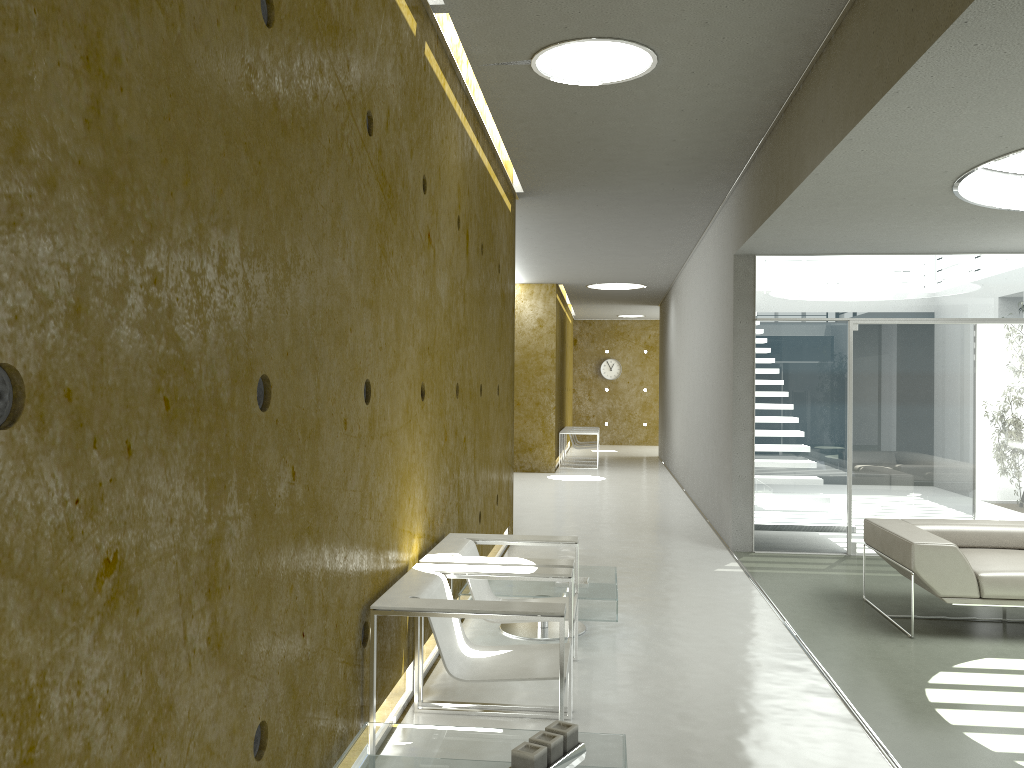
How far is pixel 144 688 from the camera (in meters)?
1.71

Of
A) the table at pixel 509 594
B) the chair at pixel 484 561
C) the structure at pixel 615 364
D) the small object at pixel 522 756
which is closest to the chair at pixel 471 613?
the chair at pixel 484 561

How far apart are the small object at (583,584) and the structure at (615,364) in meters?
18.0

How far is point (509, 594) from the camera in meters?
5.0

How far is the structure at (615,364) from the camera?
23.1m

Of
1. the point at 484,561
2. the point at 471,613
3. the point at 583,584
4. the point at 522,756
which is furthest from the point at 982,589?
the point at 522,756

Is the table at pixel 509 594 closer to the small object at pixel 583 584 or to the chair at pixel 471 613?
the small object at pixel 583 584

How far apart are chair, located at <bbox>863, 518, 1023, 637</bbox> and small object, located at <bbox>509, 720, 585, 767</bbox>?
3.2m

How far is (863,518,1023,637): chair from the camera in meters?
5.2

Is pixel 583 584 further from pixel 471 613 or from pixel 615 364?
pixel 615 364
